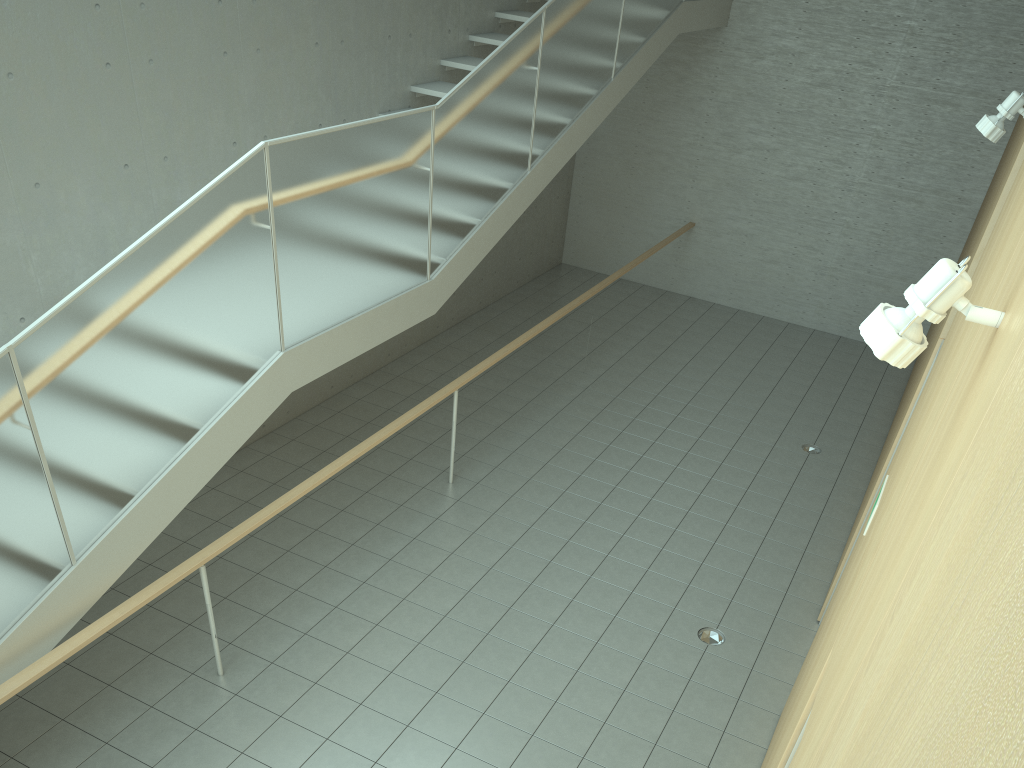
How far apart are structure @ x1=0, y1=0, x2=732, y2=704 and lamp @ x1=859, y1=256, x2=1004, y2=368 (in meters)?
3.17

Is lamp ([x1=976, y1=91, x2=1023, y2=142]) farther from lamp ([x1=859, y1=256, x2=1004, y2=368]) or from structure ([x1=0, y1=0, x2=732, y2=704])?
structure ([x1=0, y1=0, x2=732, y2=704])

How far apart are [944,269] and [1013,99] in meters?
2.9 m

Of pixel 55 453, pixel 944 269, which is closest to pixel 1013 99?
pixel 944 269

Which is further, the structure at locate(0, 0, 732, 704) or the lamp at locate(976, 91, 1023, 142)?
the lamp at locate(976, 91, 1023, 142)

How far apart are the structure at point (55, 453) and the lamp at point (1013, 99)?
3.3m

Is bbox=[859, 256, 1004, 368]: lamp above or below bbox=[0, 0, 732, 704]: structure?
above

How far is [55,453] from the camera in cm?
364

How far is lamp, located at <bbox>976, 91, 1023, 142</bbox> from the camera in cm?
384

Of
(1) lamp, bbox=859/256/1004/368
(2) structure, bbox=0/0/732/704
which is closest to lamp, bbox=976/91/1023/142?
(1) lamp, bbox=859/256/1004/368
